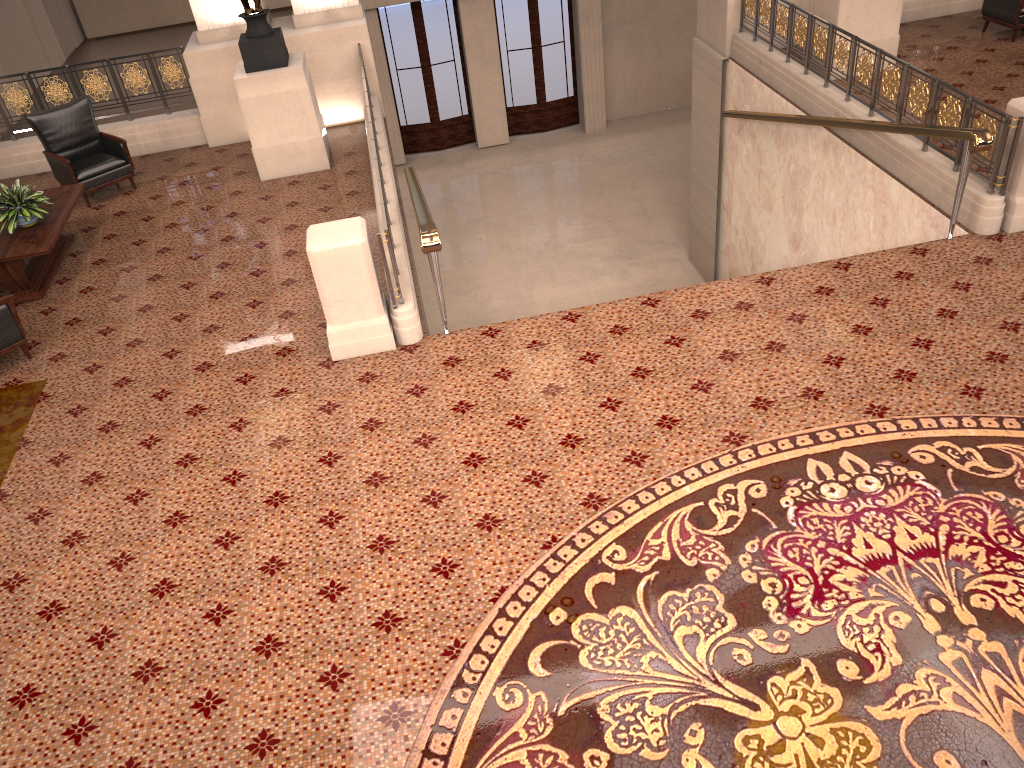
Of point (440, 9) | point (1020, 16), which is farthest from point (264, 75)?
point (440, 9)

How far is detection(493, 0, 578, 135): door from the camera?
16.8m

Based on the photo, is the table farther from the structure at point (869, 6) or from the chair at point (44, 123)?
the structure at point (869, 6)

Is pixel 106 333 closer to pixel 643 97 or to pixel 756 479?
pixel 756 479

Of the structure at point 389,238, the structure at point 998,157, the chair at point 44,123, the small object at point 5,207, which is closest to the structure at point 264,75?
the structure at point 389,238

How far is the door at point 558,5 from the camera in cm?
1680

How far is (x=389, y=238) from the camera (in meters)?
5.83

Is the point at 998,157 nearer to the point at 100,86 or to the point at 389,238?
the point at 389,238

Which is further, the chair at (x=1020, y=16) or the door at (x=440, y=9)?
the door at (x=440, y=9)

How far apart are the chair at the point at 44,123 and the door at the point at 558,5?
9.6 meters
